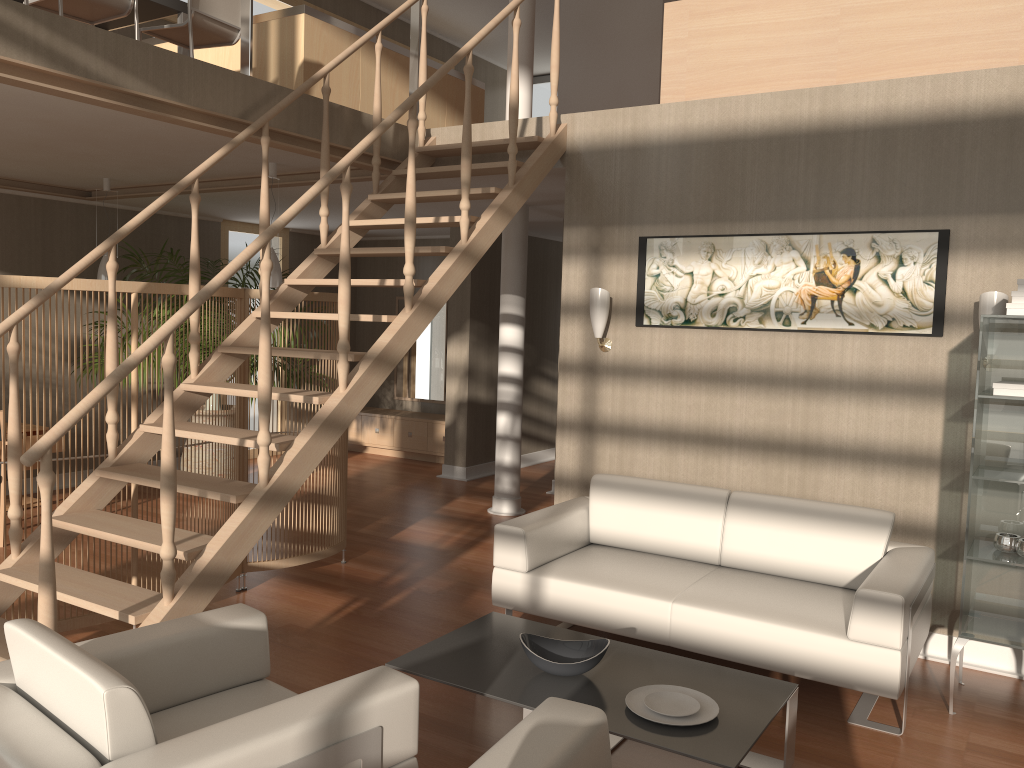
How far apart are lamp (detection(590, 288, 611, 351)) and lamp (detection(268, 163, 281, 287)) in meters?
2.2 m

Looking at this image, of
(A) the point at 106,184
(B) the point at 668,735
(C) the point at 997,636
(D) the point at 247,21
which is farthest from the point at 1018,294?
(A) the point at 106,184

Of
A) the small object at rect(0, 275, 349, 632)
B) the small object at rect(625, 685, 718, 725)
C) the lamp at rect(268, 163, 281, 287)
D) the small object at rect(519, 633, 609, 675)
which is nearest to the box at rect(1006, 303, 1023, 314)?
the small object at rect(625, 685, 718, 725)

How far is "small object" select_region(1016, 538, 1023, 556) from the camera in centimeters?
351cm

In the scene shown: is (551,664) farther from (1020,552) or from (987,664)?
(987,664)

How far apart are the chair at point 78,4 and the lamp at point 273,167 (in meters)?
1.19

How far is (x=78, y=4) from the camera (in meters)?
4.77

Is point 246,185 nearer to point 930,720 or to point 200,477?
point 200,477

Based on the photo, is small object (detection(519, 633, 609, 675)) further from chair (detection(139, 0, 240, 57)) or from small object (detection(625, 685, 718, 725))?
chair (detection(139, 0, 240, 57))

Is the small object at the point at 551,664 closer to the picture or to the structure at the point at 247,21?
the picture
